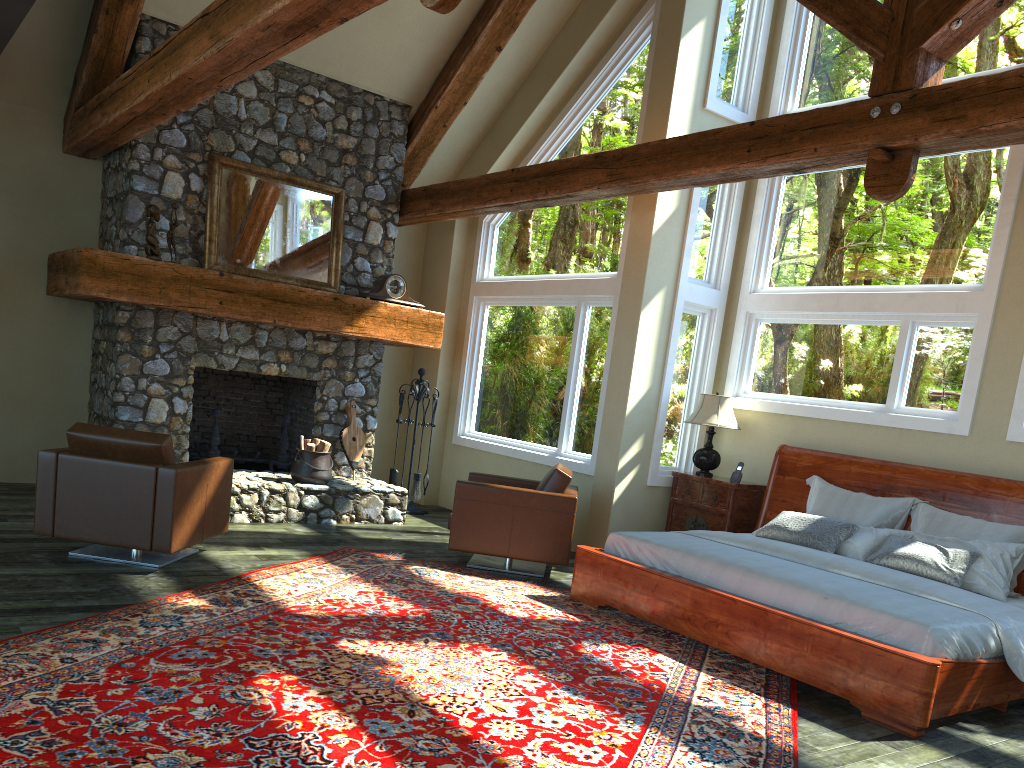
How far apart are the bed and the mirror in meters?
4.0

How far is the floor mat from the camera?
3.4m

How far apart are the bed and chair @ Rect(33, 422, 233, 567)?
2.6 meters

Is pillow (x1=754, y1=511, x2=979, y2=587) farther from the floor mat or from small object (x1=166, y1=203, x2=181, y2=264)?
small object (x1=166, y1=203, x2=181, y2=264)

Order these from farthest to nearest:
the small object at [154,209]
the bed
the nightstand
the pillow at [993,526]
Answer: the nightstand < the small object at [154,209] < the pillow at [993,526] < the bed

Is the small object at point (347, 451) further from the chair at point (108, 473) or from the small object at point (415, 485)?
the chair at point (108, 473)

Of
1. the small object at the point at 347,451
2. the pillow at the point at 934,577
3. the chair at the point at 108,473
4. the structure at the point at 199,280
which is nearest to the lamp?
the pillow at the point at 934,577

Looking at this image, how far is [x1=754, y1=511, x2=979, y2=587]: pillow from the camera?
5.65m

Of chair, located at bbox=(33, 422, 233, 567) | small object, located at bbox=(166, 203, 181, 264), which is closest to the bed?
chair, located at bbox=(33, 422, 233, 567)

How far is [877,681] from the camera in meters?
4.6 m
